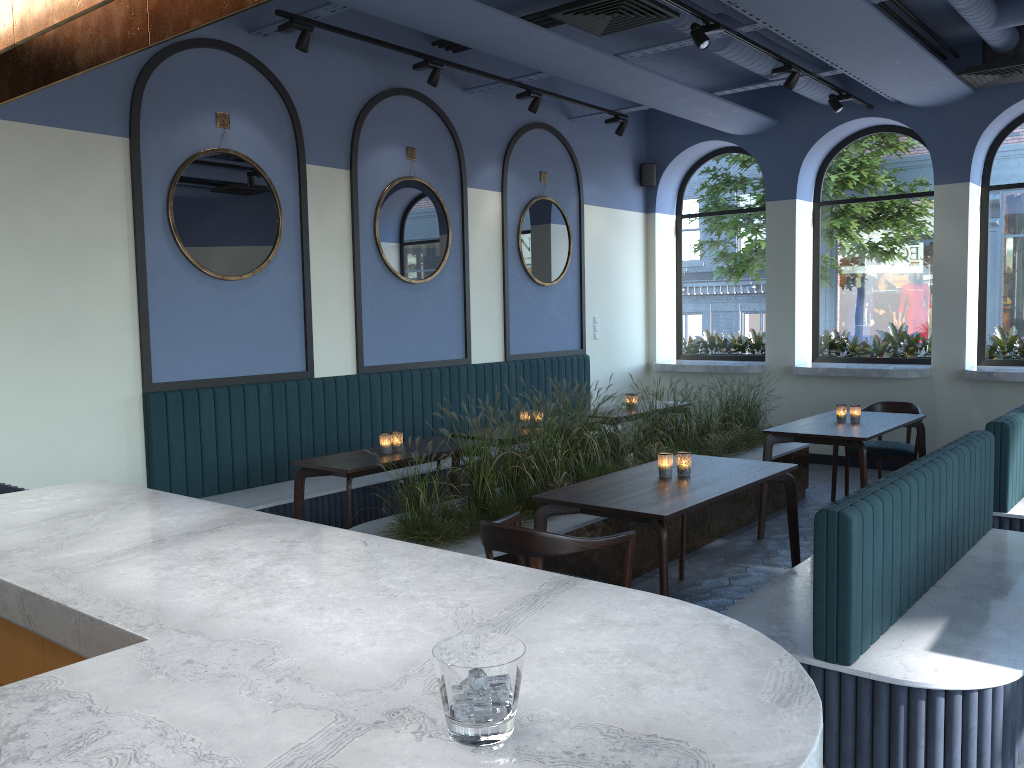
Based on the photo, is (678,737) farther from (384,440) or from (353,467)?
(384,440)

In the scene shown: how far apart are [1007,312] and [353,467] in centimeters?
656cm

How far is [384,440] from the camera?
5.4m

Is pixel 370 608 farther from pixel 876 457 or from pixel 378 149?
pixel 876 457

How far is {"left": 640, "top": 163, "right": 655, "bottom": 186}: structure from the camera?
9.76m

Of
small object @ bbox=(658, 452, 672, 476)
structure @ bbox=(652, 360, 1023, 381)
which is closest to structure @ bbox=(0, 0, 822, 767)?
small object @ bbox=(658, 452, 672, 476)

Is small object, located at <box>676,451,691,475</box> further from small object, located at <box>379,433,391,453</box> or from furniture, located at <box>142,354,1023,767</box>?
small object, located at <box>379,433,391,453</box>

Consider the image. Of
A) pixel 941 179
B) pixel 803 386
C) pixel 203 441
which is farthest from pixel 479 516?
pixel 941 179

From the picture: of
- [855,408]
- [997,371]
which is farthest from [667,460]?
[997,371]

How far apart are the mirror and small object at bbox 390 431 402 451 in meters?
1.6
